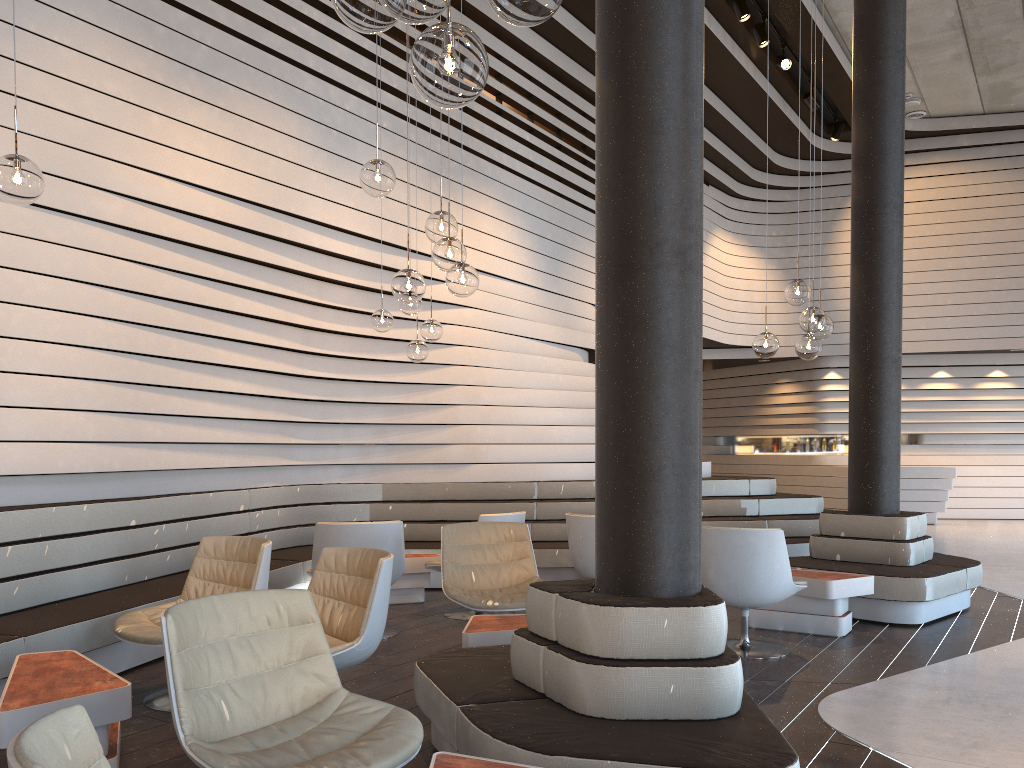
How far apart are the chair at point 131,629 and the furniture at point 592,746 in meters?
1.1 m

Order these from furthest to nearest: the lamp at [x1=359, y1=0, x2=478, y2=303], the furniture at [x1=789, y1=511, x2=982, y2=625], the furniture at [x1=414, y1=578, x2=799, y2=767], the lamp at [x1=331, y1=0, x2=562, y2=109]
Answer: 1. the furniture at [x1=789, y1=511, x2=982, y2=625]
2. the lamp at [x1=359, y1=0, x2=478, y2=303]
3. the furniture at [x1=414, y1=578, x2=799, y2=767]
4. the lamp at [x1=331, y1=0, x2=562, y2=109]

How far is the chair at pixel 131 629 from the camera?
4.06m

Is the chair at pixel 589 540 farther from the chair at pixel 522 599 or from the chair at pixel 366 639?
the chair at pixel 366 639

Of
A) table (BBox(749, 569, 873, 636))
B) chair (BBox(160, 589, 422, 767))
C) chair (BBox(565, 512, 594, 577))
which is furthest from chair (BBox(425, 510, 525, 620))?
chair (BBox(160, 589, 422, 767))

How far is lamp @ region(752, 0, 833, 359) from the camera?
5.64m

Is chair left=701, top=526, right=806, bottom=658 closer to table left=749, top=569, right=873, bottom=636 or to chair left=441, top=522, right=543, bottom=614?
table left=749, top=569, right=873, bottom=636

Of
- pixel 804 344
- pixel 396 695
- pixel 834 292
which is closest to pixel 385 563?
pixel 396 695

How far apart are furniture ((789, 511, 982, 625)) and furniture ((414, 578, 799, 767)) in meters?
3.3

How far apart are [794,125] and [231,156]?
9.47m
